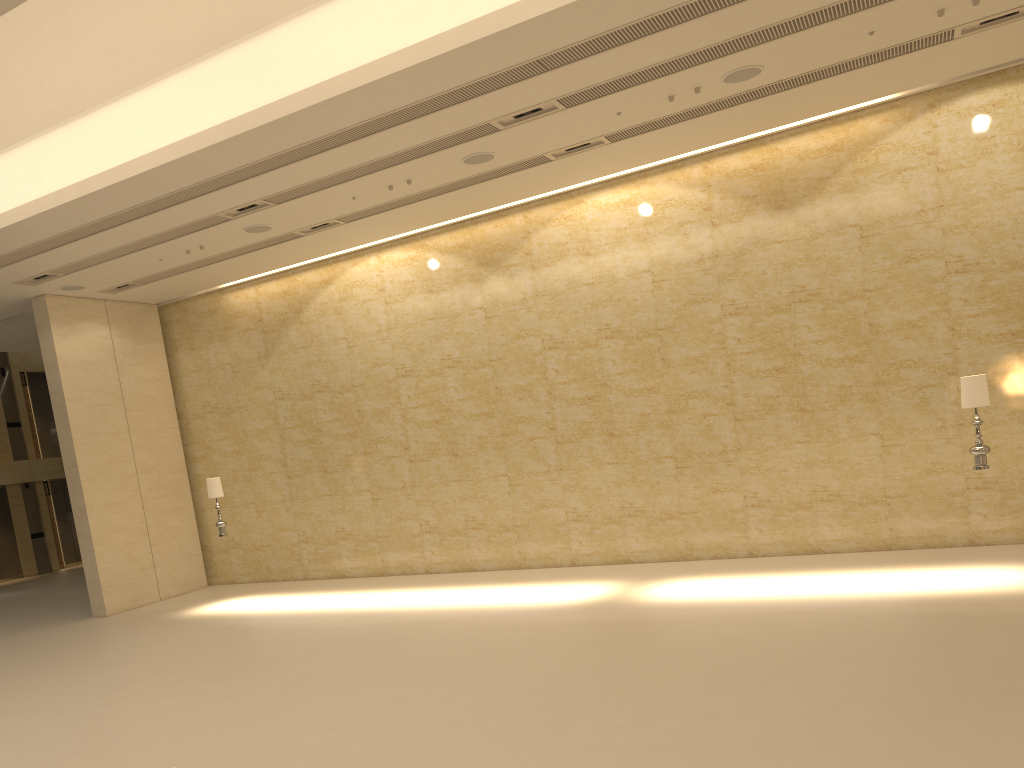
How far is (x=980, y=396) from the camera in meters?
9.9

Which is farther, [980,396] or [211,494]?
[211,494]

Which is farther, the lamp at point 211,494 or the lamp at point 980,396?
the lamp at point 211,494

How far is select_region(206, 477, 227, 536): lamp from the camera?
14.5m

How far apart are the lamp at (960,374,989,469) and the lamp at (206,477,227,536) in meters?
11.2 m

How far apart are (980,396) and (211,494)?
11.4 meters

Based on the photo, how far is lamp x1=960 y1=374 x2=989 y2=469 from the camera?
9.9 meters

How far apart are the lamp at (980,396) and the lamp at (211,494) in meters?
11.2

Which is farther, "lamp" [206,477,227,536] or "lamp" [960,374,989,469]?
"lamp" [206,477,227,536]

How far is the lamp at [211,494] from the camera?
14.5m
